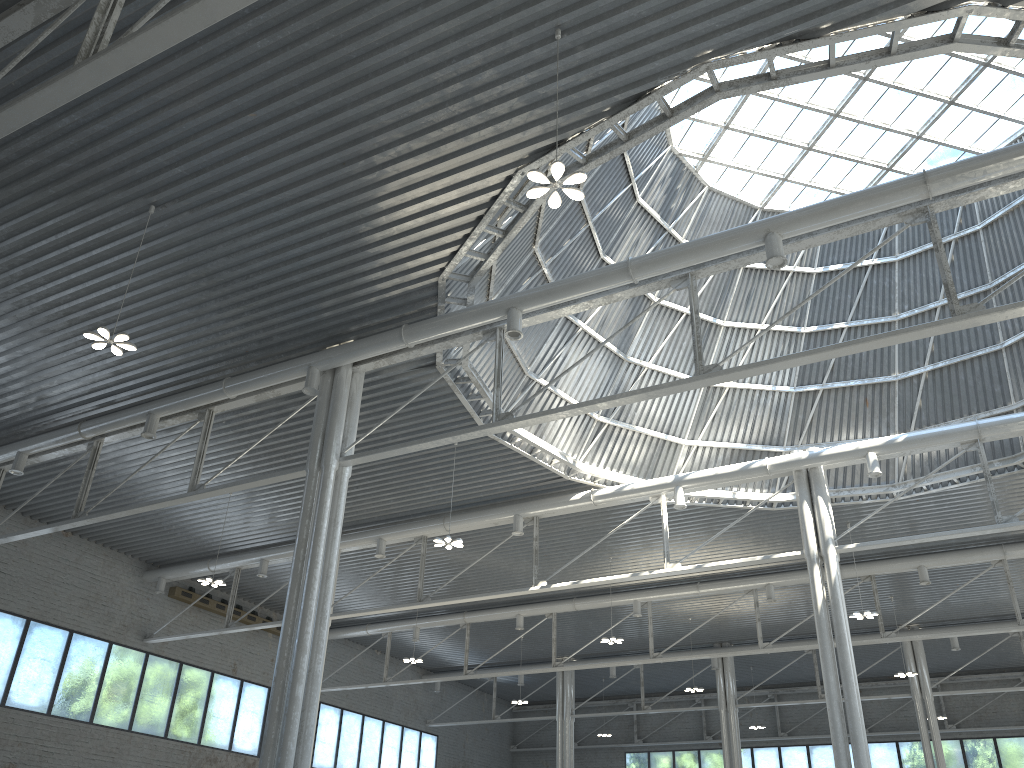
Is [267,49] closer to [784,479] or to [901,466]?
[784,479]
